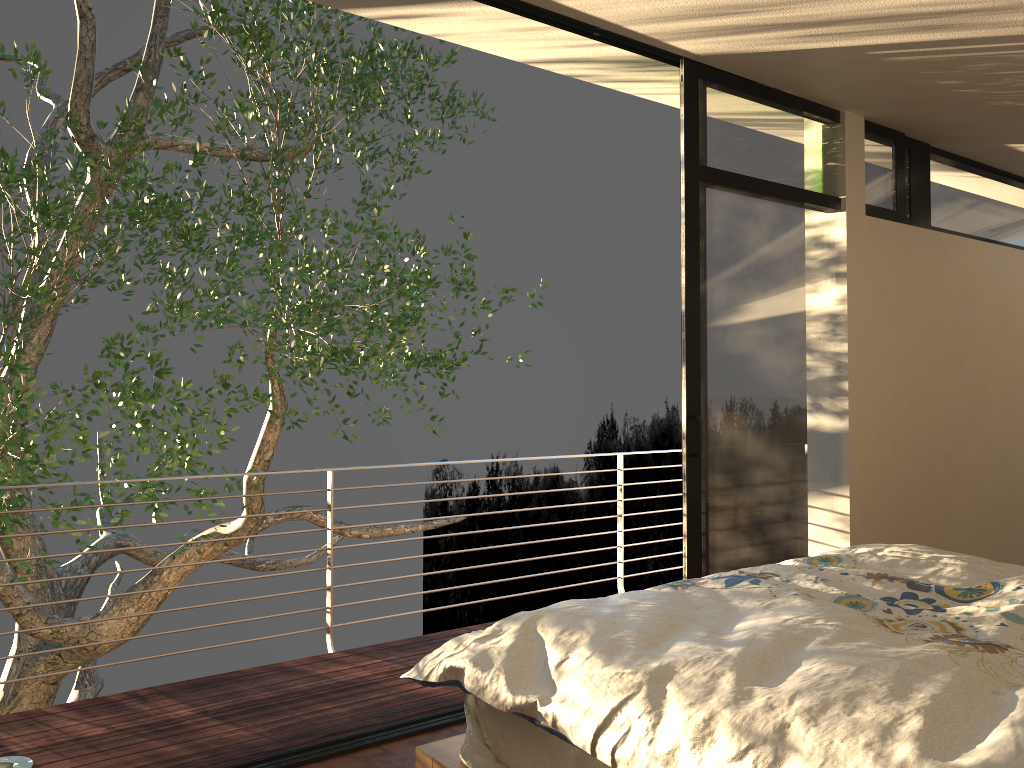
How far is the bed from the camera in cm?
132

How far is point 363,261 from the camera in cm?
643

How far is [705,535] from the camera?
3.64m

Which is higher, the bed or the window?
the window

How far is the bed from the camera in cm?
132

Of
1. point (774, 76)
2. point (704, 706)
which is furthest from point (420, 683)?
point (774, 76)

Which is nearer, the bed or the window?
the bed

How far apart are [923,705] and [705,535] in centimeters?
233cm

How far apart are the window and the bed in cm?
93

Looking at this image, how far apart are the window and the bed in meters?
0.9 m
